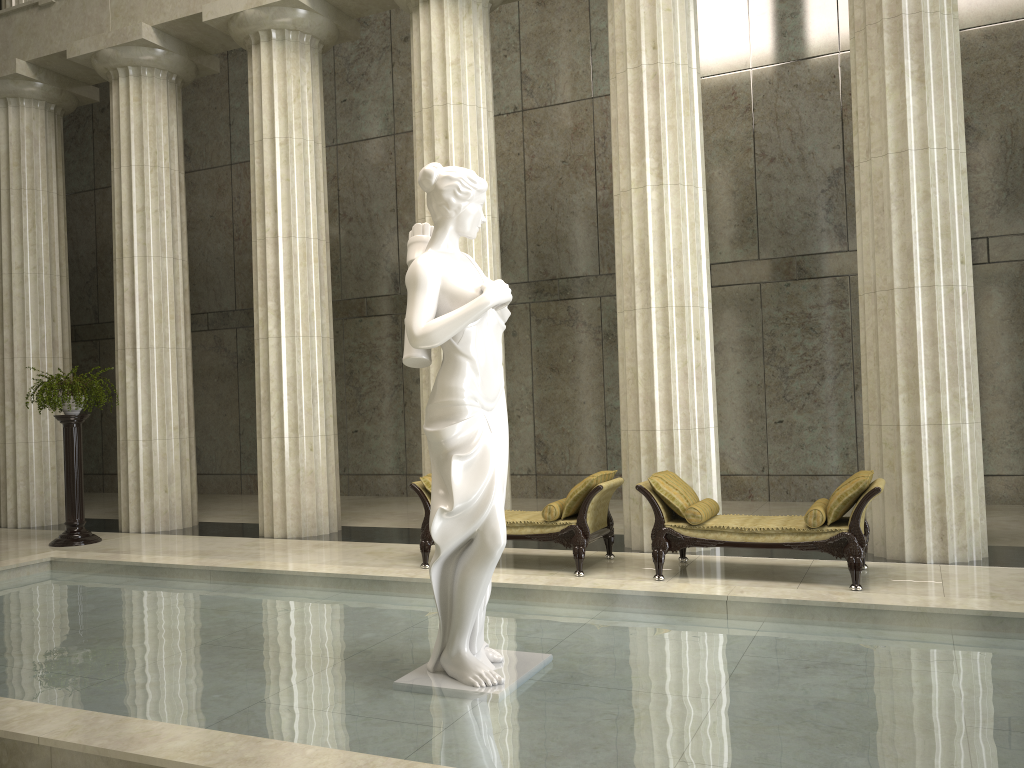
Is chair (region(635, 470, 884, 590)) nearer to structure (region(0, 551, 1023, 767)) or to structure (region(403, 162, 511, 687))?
structure (region(0, 551, 1023, 767))

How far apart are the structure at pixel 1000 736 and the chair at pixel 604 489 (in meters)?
1.67

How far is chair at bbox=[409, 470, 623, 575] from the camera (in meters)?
8.53

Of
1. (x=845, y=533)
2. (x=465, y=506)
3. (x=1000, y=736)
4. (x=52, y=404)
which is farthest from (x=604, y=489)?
(x=52, y=404)

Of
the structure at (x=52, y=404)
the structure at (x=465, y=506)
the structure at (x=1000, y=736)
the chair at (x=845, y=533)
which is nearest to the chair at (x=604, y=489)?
the chair at (x=845, y=533)

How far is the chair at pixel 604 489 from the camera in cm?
853

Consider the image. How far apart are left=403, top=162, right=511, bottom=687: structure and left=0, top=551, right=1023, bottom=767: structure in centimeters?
4cm

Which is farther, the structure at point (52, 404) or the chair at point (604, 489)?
the structure at point (52, 404)

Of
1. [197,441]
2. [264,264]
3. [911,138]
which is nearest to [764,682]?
[911,138]

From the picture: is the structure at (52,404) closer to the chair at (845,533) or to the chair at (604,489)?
the chair at (604,489)
